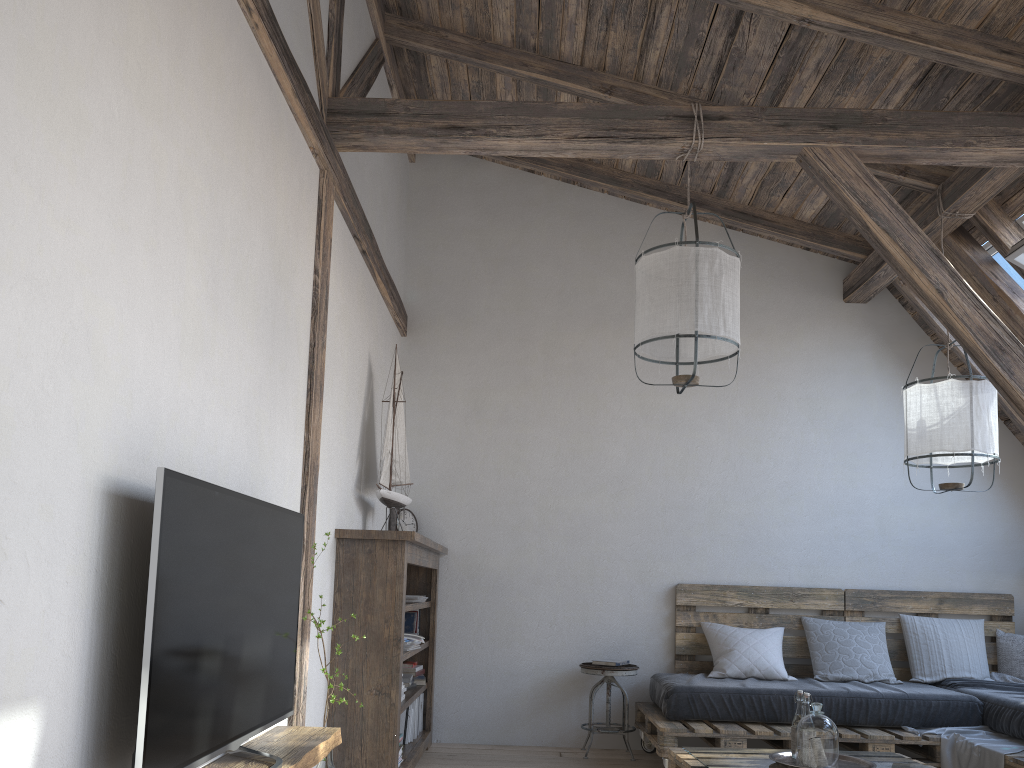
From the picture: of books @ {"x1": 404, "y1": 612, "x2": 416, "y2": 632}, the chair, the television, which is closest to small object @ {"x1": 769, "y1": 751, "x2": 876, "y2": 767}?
the chair

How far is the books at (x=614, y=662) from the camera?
4.86m

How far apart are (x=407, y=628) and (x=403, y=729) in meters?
0.6 m

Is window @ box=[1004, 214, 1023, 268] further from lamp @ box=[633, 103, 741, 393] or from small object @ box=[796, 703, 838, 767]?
small object @ box=[796, 703, 838, 767]

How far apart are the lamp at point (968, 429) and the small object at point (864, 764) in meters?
1.3

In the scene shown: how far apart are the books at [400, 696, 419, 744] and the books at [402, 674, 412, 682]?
0.2m

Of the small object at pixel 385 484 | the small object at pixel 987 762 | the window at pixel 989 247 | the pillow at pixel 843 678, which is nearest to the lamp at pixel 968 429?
the window at pixel 989 247

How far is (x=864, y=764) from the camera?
3.3m

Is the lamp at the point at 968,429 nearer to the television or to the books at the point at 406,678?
the books at the point at 406,678

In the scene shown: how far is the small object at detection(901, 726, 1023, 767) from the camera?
3.8 meters
